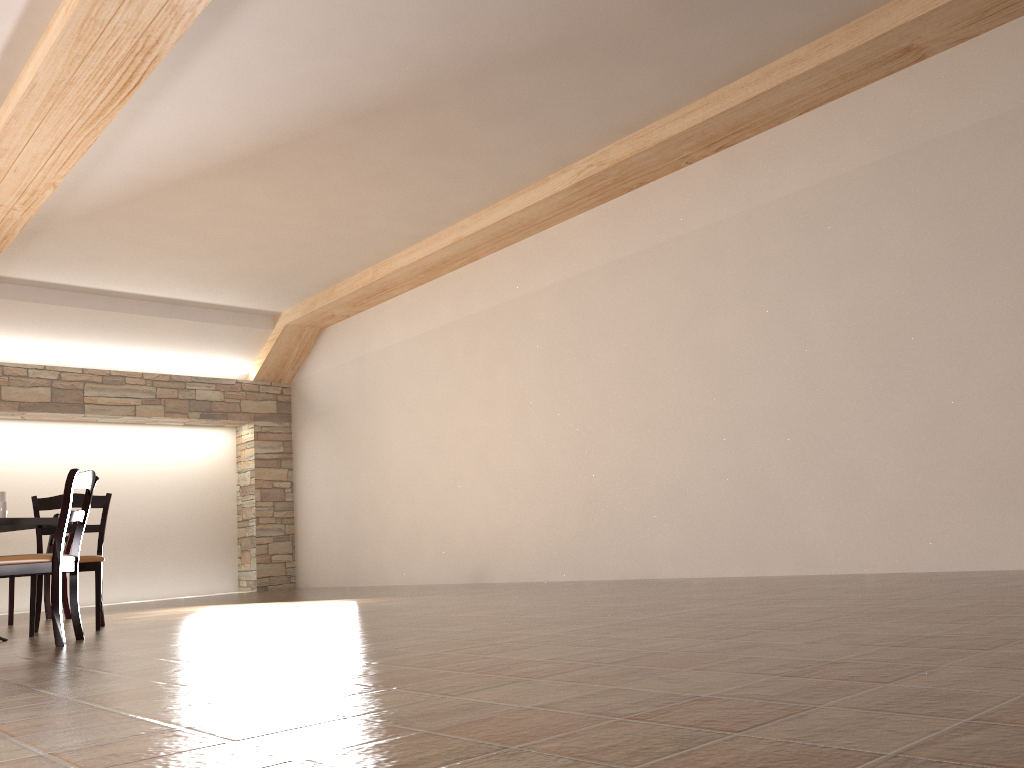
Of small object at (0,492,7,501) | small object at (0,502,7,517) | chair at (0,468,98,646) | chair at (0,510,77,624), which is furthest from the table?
chair at (0,510,77,624)

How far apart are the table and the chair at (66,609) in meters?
2.2 m

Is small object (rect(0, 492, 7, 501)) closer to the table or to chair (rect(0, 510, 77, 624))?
the table

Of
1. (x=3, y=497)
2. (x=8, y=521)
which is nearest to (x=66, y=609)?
(x=3, y=497)

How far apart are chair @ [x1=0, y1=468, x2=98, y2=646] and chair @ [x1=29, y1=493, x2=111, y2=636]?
0.70m

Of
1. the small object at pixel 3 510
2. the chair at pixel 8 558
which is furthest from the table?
the chair at pixel 8 558

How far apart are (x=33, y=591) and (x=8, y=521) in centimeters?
69cm

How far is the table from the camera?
4.6m

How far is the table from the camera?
4.6 meters

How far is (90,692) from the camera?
2.5m
